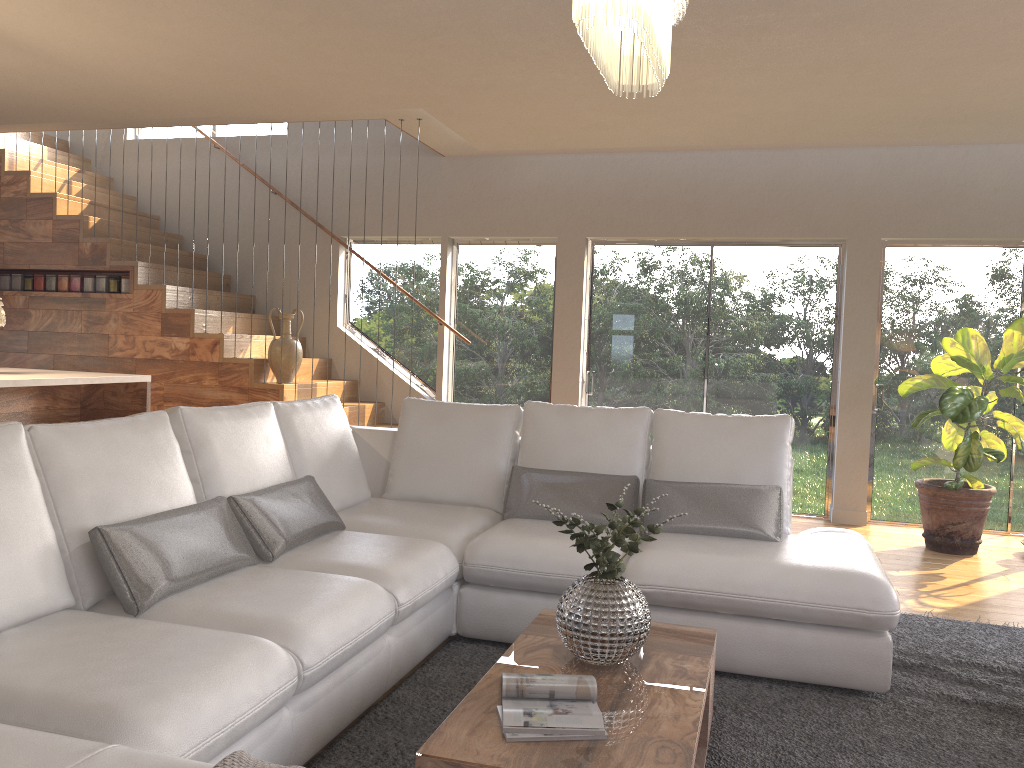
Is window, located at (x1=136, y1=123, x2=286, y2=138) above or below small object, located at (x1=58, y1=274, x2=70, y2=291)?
above

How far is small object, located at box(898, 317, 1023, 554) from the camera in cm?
553

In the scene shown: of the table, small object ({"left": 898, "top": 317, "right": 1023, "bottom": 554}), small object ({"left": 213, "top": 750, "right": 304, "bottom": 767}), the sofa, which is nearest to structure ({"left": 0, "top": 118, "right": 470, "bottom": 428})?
the sofa

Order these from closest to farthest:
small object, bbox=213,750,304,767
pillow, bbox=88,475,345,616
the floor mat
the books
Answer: small object, bbox=213,750,304,767
the books
pillow, bbox=88,475,345,616
the floor mat

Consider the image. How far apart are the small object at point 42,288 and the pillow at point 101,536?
4.7m

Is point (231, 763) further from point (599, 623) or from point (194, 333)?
point (194, 333)

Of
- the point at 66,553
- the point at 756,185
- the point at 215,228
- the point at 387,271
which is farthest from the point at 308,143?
the point at 66,553

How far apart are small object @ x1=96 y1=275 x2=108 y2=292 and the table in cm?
535

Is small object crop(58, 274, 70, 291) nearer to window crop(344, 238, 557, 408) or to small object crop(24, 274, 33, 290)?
small object crop(24, 274, 33, 290)

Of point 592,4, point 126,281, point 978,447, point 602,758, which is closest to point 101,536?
point 602,758
